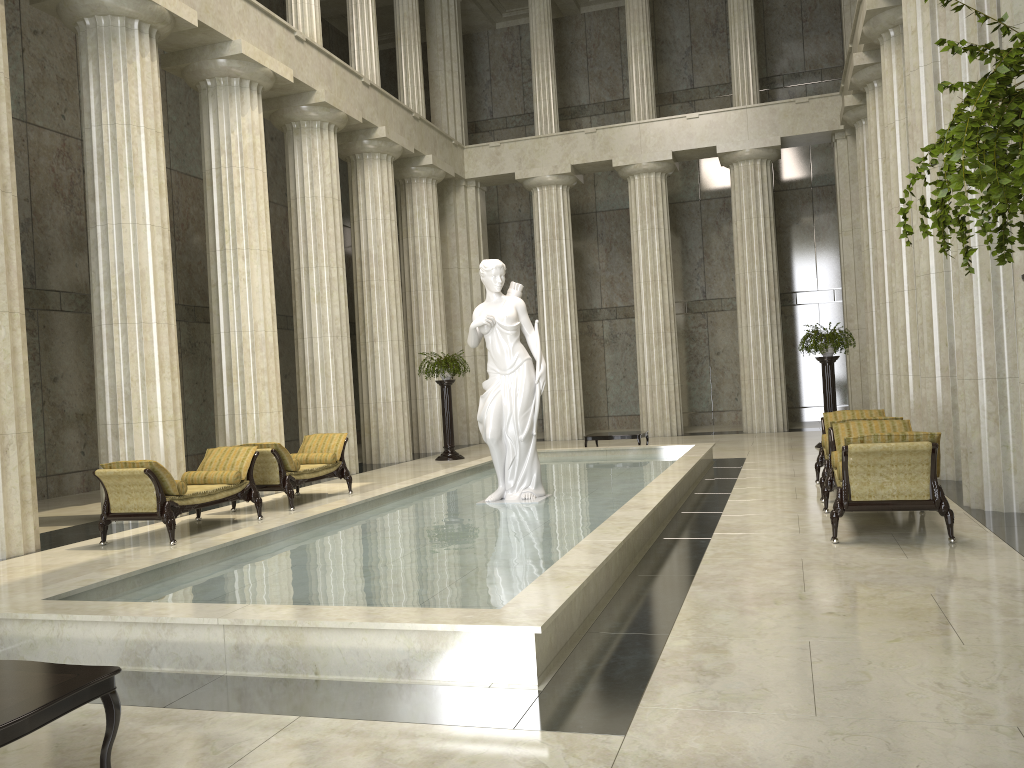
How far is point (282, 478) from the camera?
12.0m

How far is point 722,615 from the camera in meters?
5.6

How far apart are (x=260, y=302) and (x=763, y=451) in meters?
9.5 m

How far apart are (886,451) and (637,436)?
9.0 meters

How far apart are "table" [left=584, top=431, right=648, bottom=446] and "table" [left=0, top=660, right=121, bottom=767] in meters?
13.3

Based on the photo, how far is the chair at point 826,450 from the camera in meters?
10.3 m

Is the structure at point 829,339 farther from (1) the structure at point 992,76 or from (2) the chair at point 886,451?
(1) the structure at point 992,76

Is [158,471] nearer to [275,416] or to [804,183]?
[275,416]

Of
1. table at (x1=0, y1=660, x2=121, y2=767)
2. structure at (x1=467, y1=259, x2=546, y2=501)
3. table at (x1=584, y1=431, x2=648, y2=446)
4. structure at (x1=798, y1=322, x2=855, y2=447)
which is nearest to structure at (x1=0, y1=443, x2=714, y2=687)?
structure at (x1=467, y1=259, x2=546, y2=501)

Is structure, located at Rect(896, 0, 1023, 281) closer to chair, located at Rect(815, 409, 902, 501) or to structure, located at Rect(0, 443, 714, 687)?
structure, located at Rect(0, 443, 714, 687)
